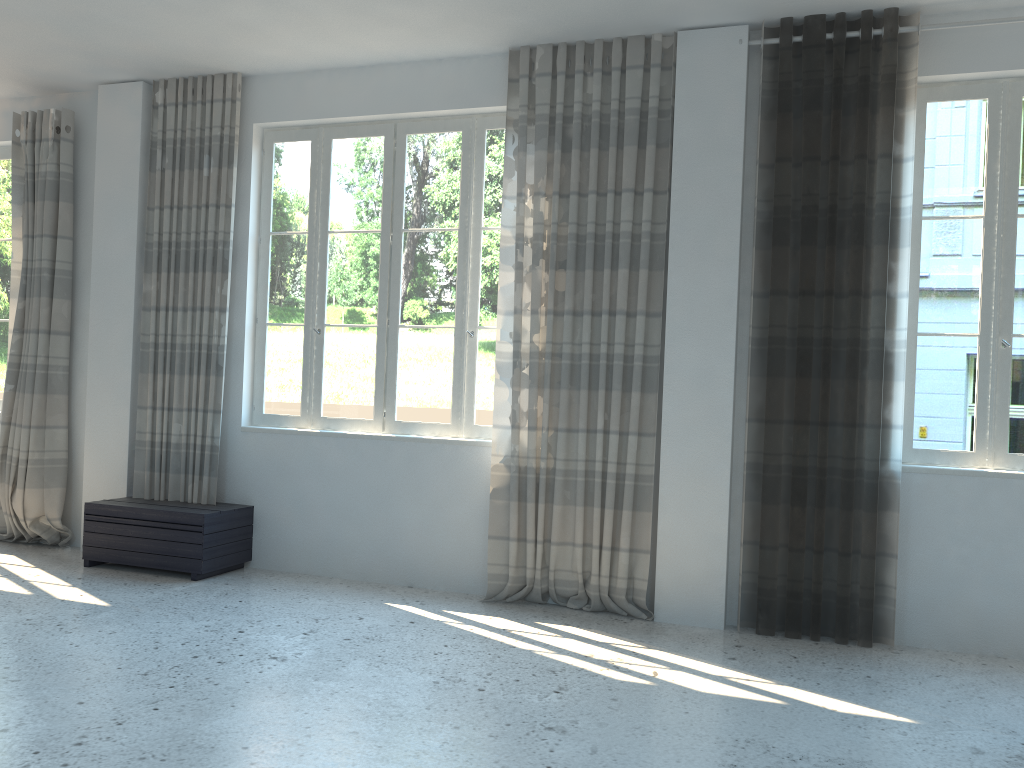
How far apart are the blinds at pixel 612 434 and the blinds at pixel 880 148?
0.48m

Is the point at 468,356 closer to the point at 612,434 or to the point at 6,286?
the point at 612,434

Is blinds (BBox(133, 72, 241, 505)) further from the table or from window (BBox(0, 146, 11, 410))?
window (BBox(0, 146, 11, 410))

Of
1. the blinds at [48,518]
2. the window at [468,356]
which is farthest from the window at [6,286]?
the window at [468,356]

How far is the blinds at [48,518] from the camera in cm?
609

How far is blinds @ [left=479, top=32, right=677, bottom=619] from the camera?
4.9 meters

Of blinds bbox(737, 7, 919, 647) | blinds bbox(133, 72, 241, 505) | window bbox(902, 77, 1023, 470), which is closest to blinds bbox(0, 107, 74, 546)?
blinds bbox(133, 72, 241, 505)

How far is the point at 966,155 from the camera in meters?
4.6

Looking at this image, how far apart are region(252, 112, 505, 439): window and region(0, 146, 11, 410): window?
2.2 meters

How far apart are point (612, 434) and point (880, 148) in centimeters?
202cm
